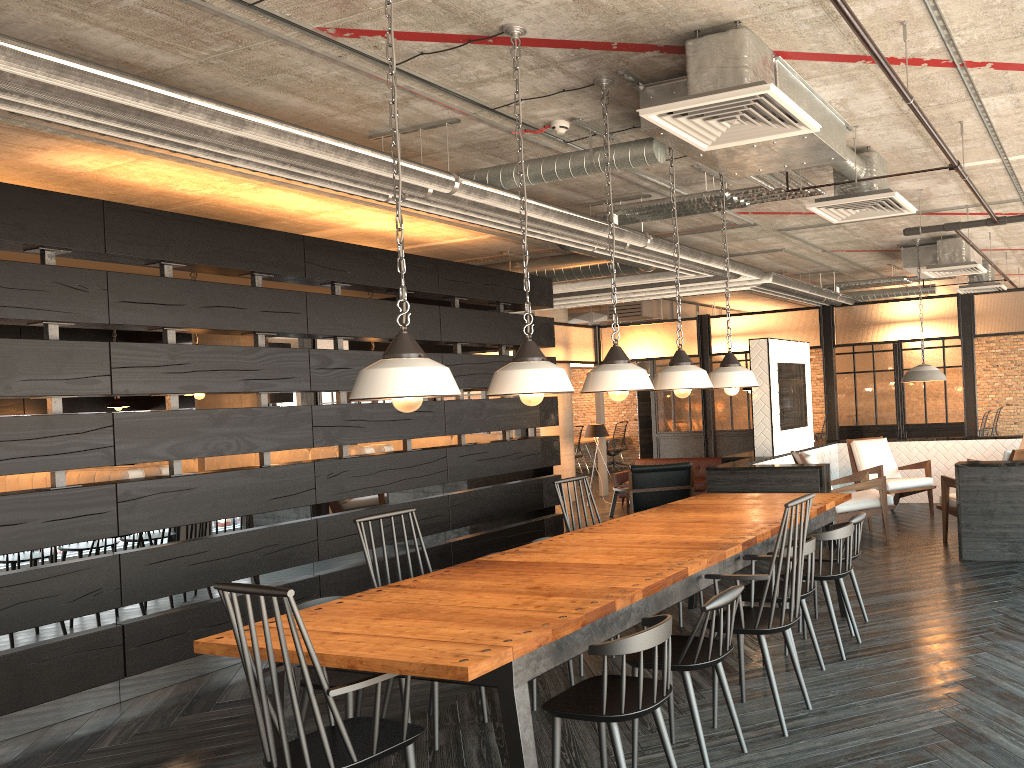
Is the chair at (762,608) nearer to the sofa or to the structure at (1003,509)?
the structure at (1003,509)

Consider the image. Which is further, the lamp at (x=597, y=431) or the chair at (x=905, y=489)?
the lamp at (x=597, y=431)

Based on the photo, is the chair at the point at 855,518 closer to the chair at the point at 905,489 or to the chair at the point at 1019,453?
the chair at the point at 1019,453

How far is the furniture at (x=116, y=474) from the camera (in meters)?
5.68

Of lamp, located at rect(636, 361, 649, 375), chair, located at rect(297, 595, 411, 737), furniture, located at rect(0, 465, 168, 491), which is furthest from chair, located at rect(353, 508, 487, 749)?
lamp, located at rect(636, 361, 649, 375)

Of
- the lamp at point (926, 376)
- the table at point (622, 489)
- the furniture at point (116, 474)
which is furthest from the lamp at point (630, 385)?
the table at point (622, 489)

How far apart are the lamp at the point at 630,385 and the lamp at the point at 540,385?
0.5 meters

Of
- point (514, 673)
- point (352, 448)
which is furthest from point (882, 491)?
point (514, 673)

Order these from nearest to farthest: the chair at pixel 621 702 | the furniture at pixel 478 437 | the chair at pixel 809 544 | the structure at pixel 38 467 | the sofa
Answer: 1. the chair at pixel 621 702
2. the chair at pixel 809 544
3. the structure at pixel 38 467
4. the furniture at pixel 478 437
5. the sofa

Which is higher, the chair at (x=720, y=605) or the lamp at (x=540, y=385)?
the lamp at (x=540, y=385)
